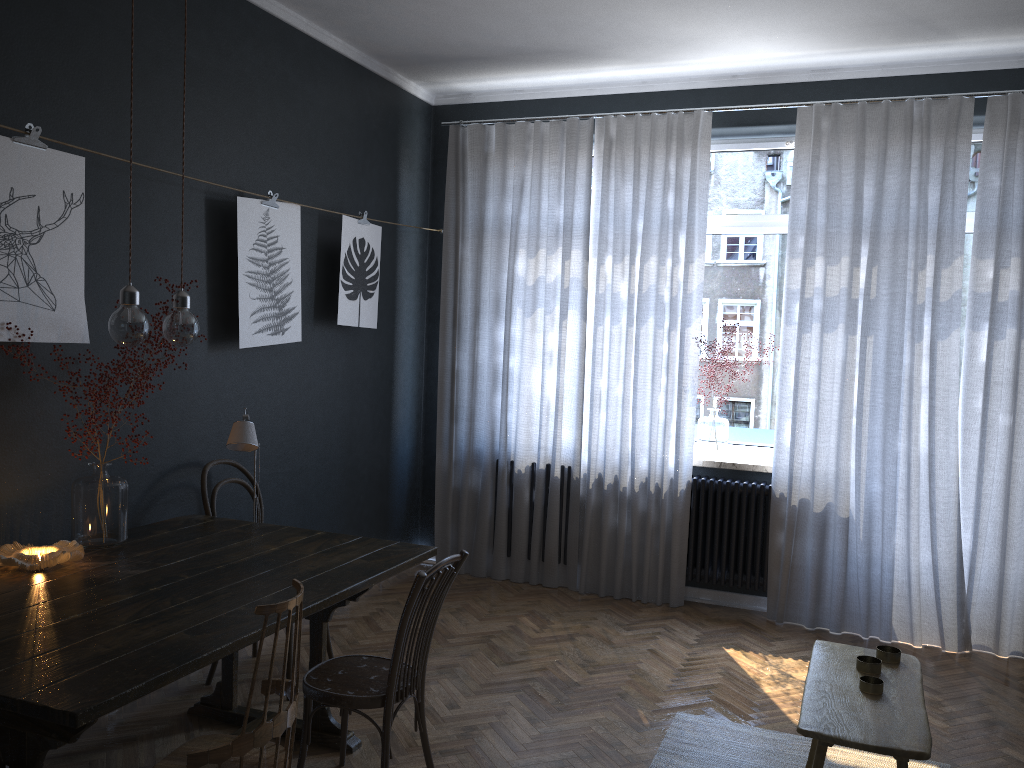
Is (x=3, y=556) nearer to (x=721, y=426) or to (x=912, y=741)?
(x=912, y=741)

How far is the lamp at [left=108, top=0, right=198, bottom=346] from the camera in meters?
2.5 m

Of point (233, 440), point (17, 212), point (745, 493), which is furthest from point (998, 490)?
point (17, 212)

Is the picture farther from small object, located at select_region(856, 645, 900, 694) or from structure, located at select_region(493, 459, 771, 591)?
small object, located at select_region(856, 645, 900, 694)

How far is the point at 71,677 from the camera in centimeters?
192cm

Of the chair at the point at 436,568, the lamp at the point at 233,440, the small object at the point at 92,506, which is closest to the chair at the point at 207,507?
the lamp at the point at 233,440

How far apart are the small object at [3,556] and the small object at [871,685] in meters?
2.4

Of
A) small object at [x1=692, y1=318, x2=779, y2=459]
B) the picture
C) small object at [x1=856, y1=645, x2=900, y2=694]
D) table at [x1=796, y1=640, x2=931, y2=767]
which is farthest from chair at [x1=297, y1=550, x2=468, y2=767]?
small object at [x1=692, y1=318, x2=779, y2=459]

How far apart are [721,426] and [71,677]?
3.84m

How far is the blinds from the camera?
4.4 meters
